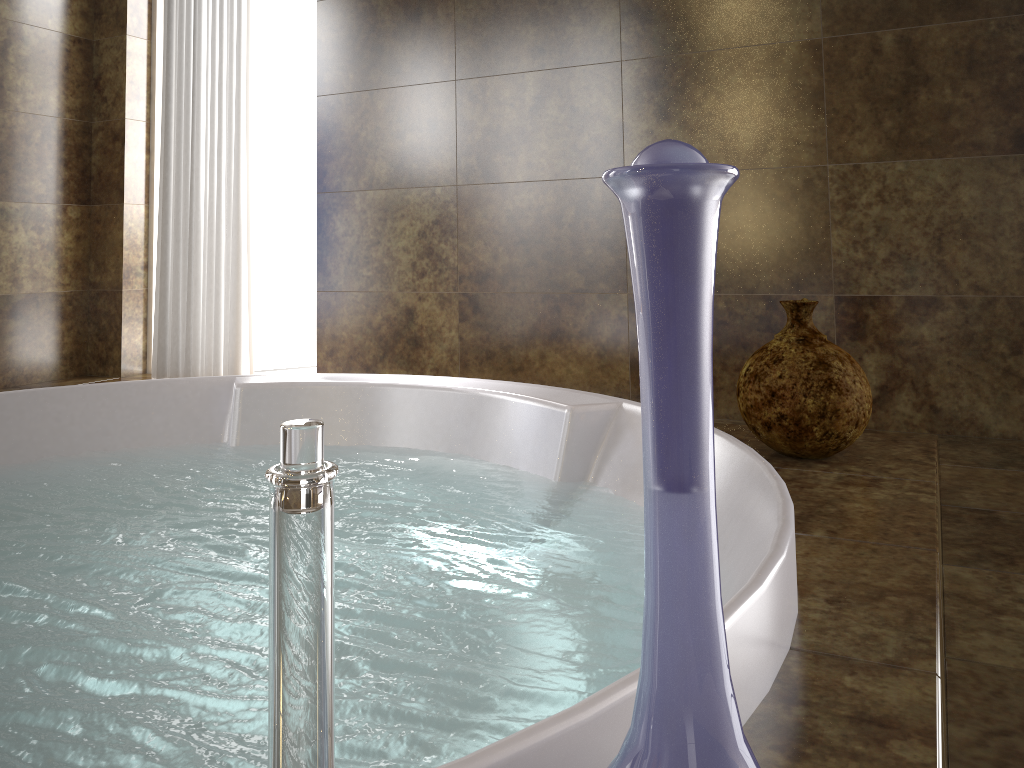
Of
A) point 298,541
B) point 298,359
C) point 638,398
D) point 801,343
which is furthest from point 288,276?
point 298,541

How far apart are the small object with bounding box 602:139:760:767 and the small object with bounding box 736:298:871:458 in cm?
120

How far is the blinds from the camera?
3.2 meters

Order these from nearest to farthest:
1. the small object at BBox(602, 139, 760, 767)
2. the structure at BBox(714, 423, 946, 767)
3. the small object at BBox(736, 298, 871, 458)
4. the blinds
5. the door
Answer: the small object at BBox(602, 139, 760, 767)
the structure at BBox(714, 423, 946, 767)
the small object at BBox(736, 298, 871, 458)
the blinds
the door

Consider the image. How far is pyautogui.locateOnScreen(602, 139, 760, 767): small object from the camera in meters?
0.3 m

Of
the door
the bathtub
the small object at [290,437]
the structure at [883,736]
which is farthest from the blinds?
the small object at [290,437]

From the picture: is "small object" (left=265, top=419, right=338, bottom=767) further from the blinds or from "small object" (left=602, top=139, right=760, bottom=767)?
the blinds

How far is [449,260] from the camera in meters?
2.9

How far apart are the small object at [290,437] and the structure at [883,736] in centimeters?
44cm

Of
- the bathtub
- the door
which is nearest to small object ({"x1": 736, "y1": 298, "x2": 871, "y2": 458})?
the bathtub
